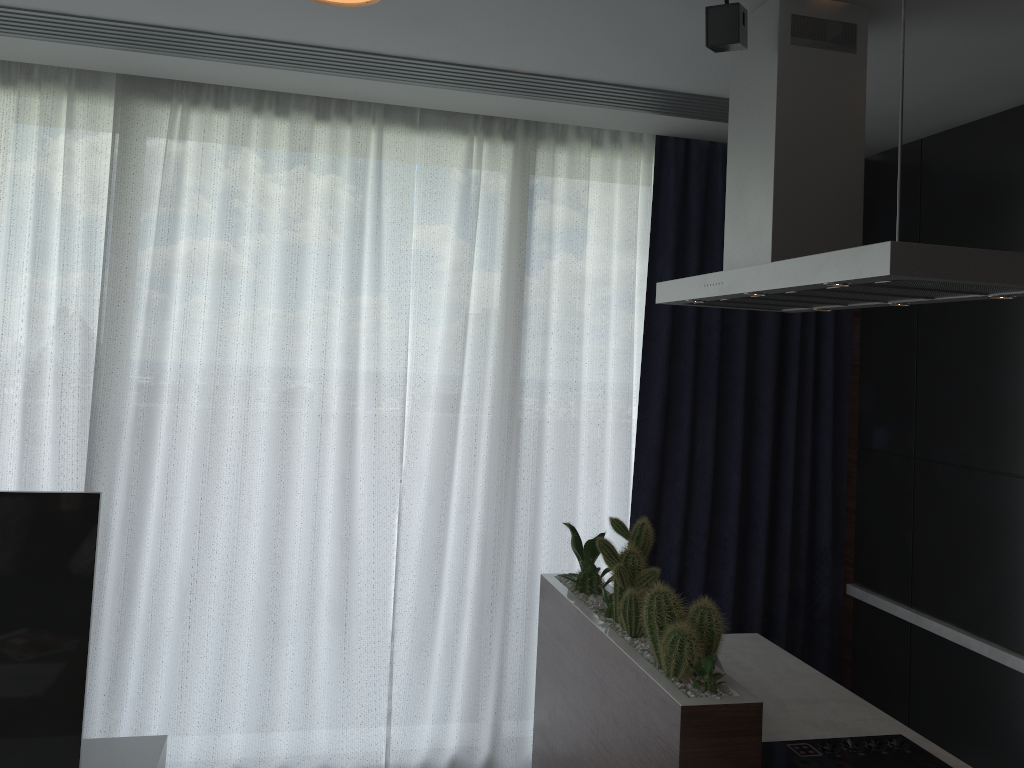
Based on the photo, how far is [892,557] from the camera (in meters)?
3.49

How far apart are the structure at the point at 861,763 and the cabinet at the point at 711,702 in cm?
3

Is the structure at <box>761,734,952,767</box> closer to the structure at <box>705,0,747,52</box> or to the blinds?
the blinds

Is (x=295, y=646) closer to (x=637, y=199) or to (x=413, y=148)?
(x=413, y=148)

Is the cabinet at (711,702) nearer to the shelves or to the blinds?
the blinds

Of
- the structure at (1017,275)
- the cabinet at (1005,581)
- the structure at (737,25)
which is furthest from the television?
the cabinet at (1005,581)

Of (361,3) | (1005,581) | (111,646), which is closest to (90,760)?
(111,646)

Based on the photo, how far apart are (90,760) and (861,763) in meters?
2.0 m

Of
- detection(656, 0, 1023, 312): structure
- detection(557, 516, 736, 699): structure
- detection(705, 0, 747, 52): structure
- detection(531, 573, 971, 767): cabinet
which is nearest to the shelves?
detection(531, 573, 971, 767): cabinet

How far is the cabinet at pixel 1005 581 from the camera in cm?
293
